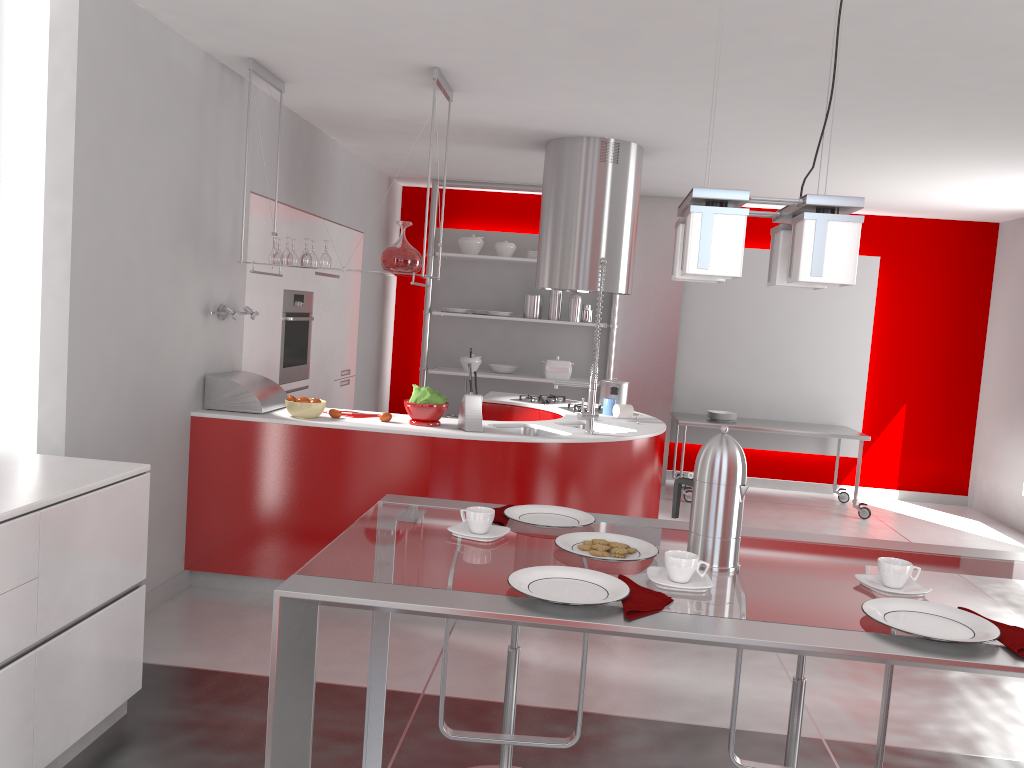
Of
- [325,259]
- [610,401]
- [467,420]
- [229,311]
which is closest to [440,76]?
[325,259]

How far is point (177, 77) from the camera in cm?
394

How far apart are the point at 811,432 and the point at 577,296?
2.2 meters

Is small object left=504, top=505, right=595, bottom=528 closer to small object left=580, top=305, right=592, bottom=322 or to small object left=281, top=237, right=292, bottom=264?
small object left=281, top=237, right=292, bottom=264

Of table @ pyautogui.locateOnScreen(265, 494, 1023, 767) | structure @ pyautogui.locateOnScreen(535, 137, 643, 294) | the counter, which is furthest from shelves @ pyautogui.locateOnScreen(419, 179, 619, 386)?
table @ pyautogui.locateOnScreen(265, 494, 1023, 767)

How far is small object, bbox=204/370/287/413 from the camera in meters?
4.4

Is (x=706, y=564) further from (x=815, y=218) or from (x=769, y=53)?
(x=769, y=53)

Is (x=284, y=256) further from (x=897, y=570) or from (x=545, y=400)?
(x=897, y=570)

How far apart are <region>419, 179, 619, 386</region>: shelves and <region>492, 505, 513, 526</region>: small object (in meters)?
5.51

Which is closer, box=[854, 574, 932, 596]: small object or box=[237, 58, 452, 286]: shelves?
box=[854, 574, 932, 596]: small object
